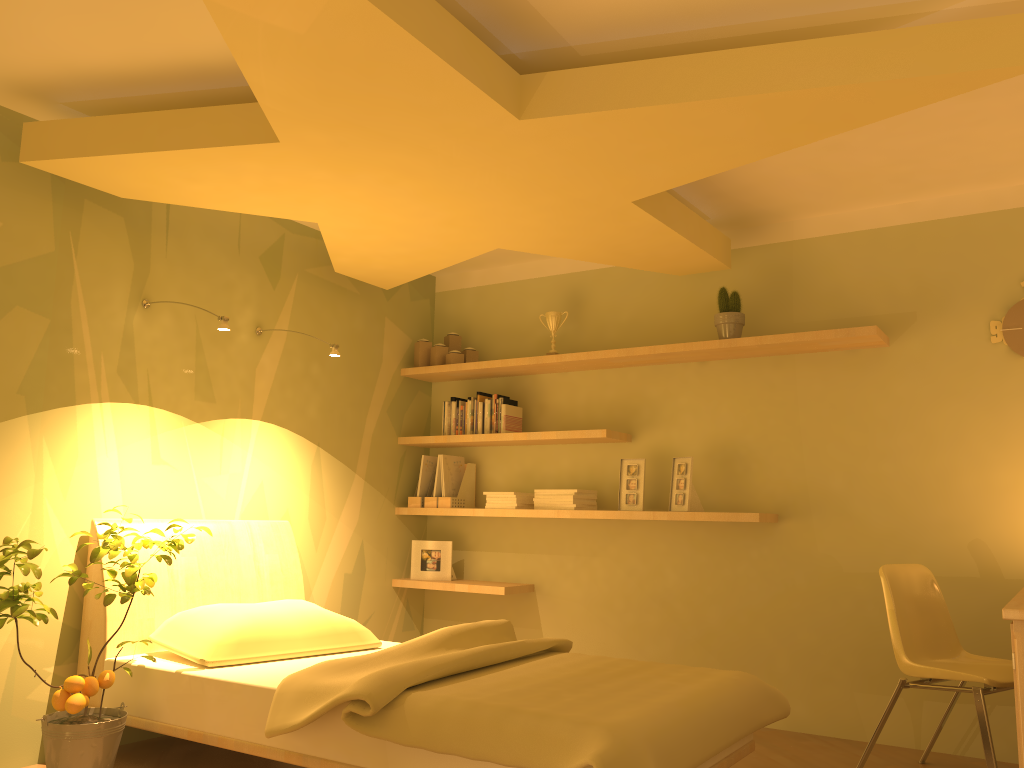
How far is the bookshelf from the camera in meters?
4.0

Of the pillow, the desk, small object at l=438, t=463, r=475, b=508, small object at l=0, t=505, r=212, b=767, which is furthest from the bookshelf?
small object at l=0, t=505, r=212, b=767

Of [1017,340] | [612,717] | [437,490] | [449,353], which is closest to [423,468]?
[437,490]

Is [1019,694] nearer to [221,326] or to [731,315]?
[731,315]

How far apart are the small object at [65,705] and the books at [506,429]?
2.0 meters

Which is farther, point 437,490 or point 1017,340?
point 437,490

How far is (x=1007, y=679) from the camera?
3.0m

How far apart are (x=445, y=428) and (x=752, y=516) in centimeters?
183cm

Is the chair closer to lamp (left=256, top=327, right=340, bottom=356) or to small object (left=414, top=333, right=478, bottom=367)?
lamp (left=256, top=327, right=340, bottom=356)

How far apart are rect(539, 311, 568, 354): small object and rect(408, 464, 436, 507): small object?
1.1 meters
